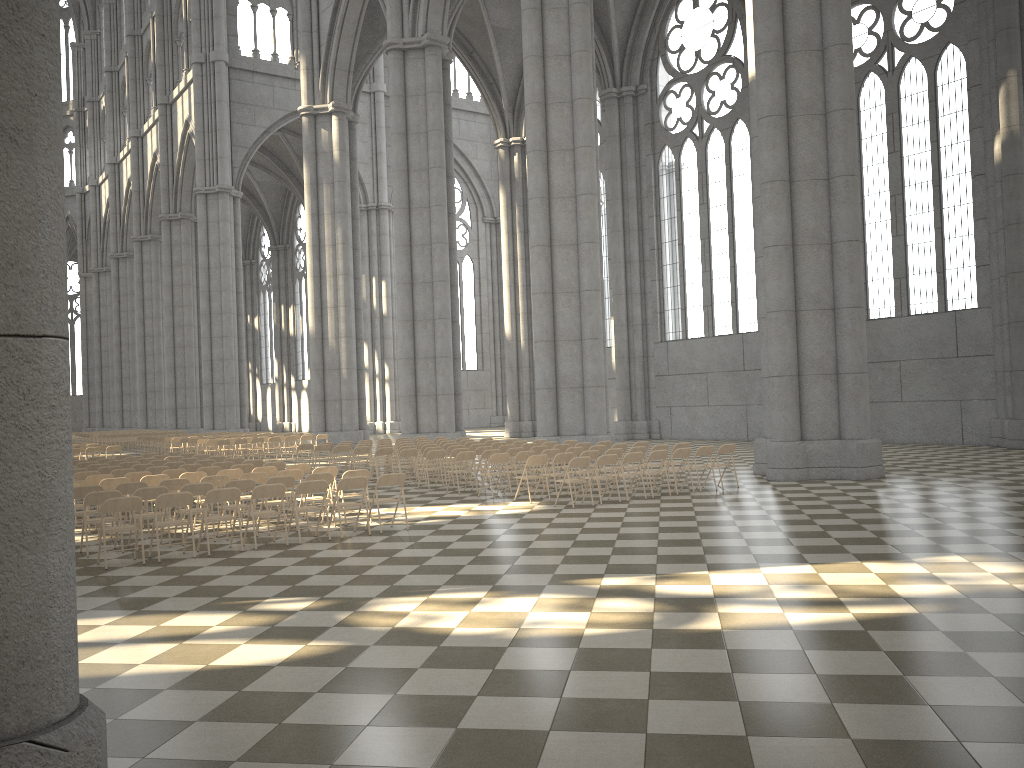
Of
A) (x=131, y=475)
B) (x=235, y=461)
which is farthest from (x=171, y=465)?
(x=131, y=475)

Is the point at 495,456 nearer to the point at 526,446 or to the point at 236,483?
the point at 526,446

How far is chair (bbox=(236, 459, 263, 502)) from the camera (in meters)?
17.09

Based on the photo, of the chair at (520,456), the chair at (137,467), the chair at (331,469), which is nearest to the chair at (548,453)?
the chair at (520,456)

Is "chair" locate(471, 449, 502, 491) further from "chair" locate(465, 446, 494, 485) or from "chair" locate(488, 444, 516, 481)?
"chair" locate(488, 444, 516, 481)

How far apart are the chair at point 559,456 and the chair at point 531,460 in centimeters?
27cm

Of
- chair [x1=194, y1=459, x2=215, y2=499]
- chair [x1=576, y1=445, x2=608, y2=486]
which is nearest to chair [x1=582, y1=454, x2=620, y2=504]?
chair [x1=576, y1=445, x2=608, y2=486]

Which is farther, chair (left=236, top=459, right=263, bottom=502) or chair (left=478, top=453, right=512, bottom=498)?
chair (left=236, top=459, right=263, bottom=502)

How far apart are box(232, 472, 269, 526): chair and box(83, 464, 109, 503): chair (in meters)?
5.88

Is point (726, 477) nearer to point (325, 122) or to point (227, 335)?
point (325, 122)
